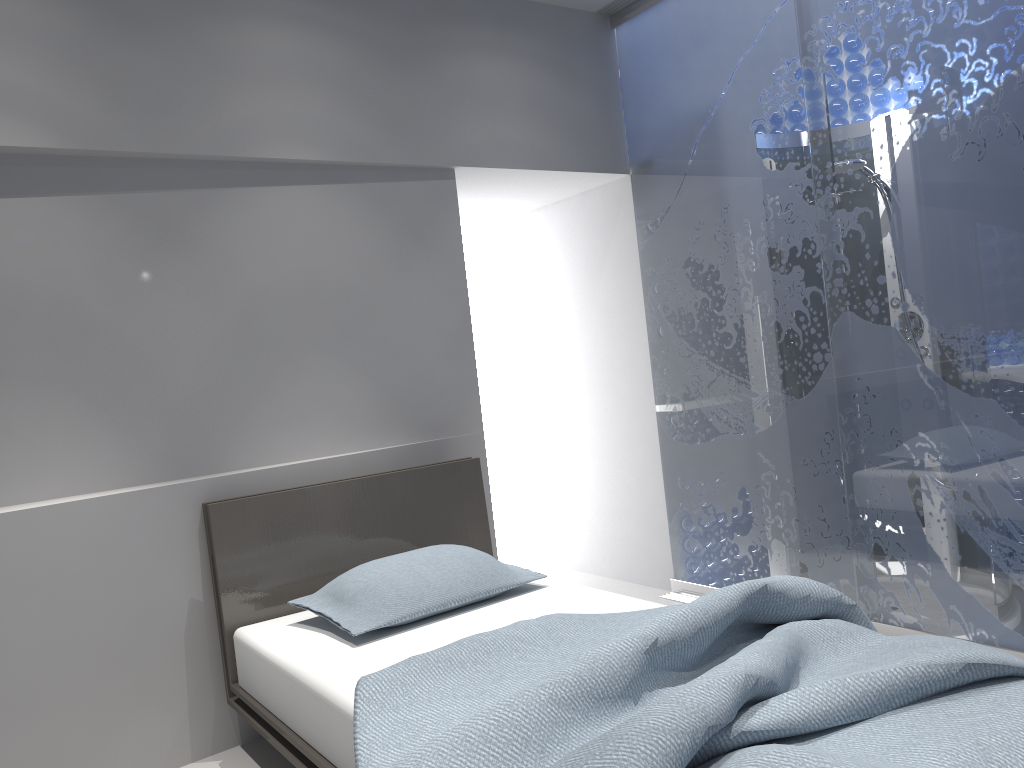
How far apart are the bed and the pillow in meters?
0.0

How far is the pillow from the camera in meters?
2.6 m

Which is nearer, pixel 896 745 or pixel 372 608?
pixel 896 745

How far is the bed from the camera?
1.5m

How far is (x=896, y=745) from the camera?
1.48m

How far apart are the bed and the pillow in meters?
0.0

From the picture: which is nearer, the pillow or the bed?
the bed

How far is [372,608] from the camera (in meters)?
2.59

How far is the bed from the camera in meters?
1.5 m

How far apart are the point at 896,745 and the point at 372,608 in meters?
1.5 m
